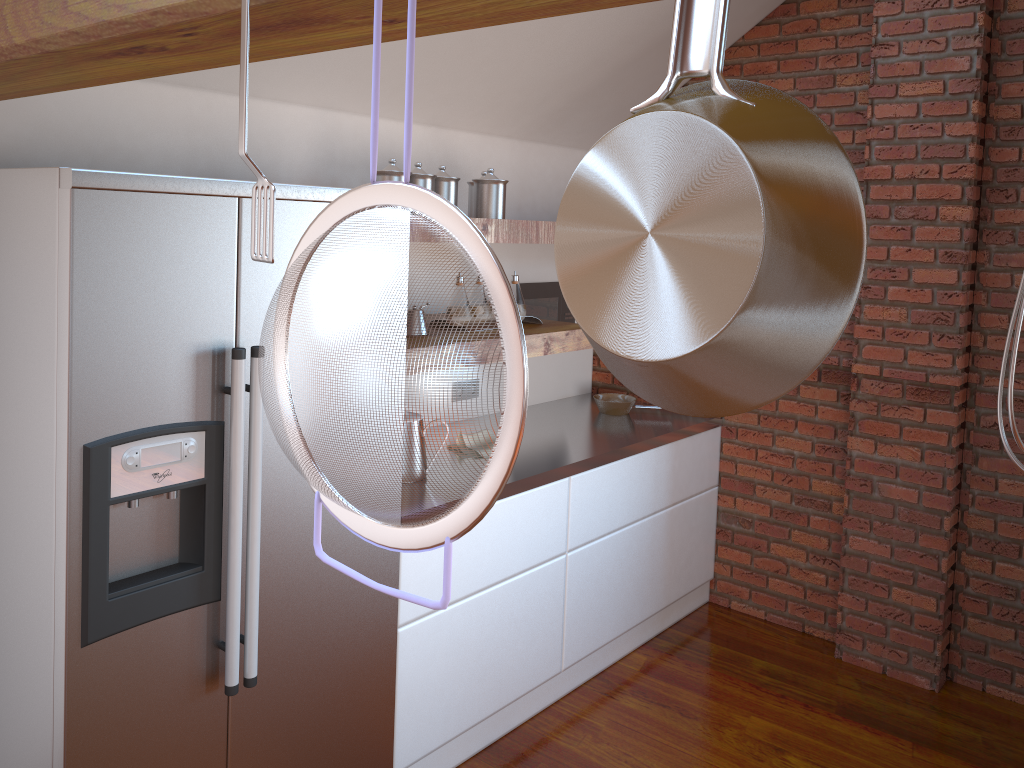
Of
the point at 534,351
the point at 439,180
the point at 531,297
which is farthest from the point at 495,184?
the point at 531,297

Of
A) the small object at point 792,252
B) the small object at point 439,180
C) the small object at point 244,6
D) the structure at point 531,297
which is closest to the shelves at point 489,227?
the small object at point 439,180

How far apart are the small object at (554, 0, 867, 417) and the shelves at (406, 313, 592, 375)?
2.42m

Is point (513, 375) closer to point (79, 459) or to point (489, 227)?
point (79, 459)

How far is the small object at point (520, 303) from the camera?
3.2 meters

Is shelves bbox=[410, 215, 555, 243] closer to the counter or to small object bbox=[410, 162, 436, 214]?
small object bbox=[410, 162, 436, 214]

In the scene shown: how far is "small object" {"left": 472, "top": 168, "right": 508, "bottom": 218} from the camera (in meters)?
2.93

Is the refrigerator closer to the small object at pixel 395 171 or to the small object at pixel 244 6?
the small object at pixel 395 171

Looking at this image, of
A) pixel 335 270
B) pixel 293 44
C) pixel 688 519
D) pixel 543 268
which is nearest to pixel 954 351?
pixel 688 519

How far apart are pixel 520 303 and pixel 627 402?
0.92m
